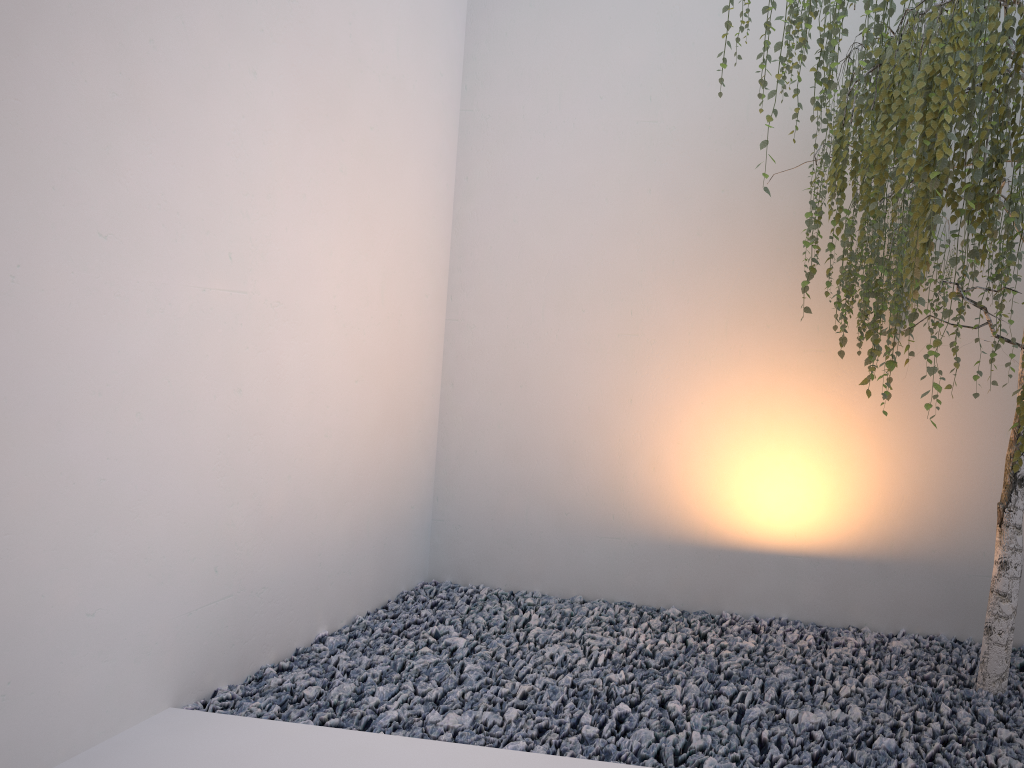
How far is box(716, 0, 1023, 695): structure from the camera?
1.7m

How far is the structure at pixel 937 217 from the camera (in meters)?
1.73

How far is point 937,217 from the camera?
1.7m
